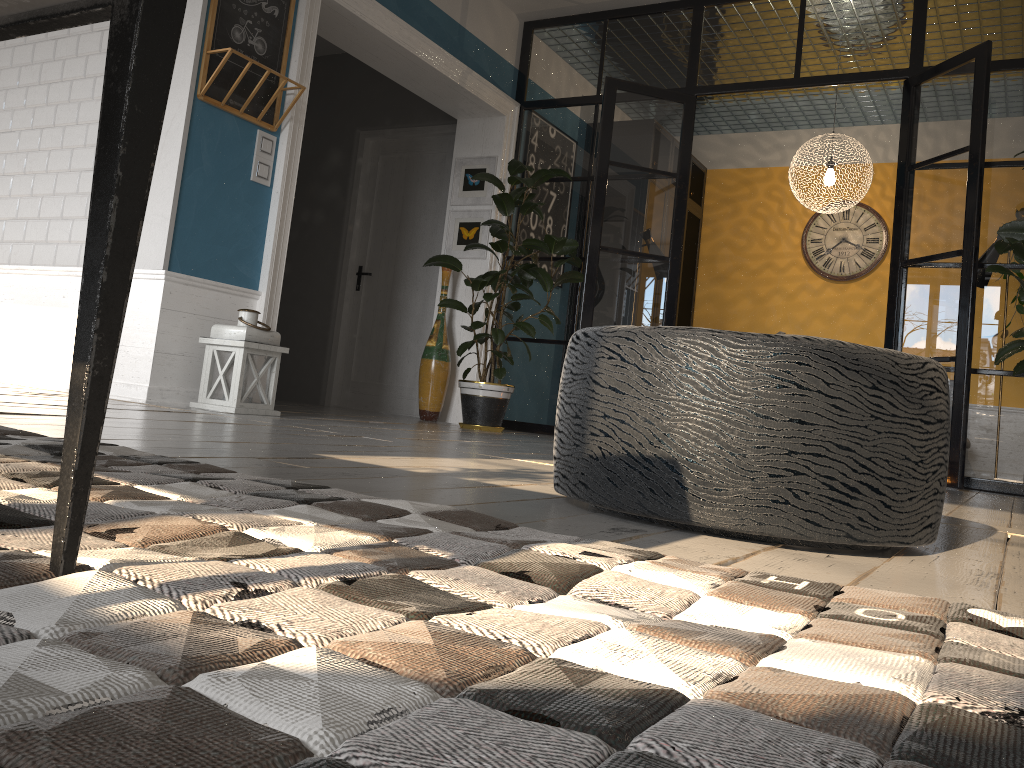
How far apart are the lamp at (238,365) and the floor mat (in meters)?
2.25

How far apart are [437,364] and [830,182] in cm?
317

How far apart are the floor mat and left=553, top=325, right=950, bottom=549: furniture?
0.36m

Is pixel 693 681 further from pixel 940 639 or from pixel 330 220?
pixel 330 220

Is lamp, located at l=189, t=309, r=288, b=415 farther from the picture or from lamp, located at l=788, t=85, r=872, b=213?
lamp, located at l=788, t=85, r=872, b=213

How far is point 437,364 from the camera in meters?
6.0 m

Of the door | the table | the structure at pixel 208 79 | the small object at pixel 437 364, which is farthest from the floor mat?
the door

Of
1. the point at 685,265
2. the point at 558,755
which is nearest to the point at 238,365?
the point at 558,755

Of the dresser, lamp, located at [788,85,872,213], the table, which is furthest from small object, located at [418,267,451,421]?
the table

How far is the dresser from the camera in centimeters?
805cm
